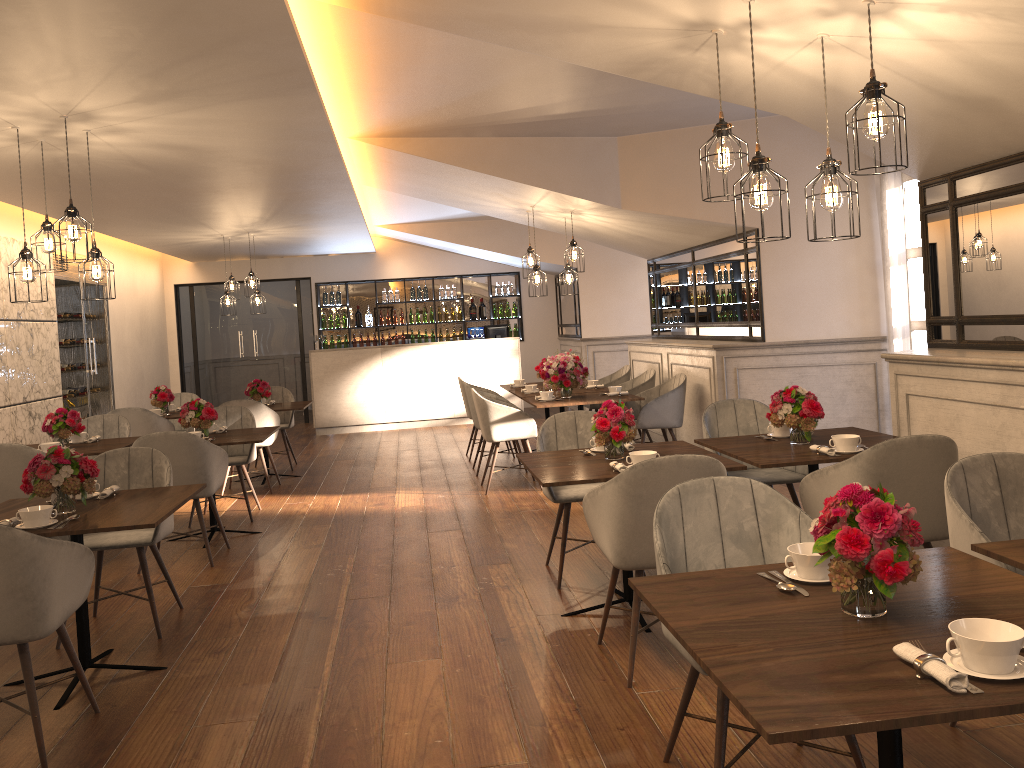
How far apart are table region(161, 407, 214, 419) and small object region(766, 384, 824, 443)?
6.0 meters

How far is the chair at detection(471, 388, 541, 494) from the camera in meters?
7.3

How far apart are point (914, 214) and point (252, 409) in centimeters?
566cm

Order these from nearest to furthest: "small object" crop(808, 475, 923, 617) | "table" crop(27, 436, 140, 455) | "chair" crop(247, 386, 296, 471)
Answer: "small object" crop(808, 475, 923, 617)
"table" crop(27, 436, 140, 455)
"chair" crop(247, 386, 296, 471)

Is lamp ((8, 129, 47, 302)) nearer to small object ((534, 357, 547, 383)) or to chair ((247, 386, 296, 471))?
chair ((247, 386, 296, 471))

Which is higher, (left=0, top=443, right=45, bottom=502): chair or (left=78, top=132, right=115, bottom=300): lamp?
(left=78, top=132, right=115, bottom=300): lamp

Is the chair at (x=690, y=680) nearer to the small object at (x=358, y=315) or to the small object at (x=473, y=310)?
the small object at (x=473, y=310)

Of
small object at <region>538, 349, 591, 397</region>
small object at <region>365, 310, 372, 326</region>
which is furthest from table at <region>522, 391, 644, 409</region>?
small object at <region>365, 310, 372, 326</region>

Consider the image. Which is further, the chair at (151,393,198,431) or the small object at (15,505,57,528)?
the chair at (151,393,198,431)

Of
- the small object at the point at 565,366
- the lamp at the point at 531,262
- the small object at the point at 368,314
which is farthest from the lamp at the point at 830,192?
the small object at the point at 368,314
